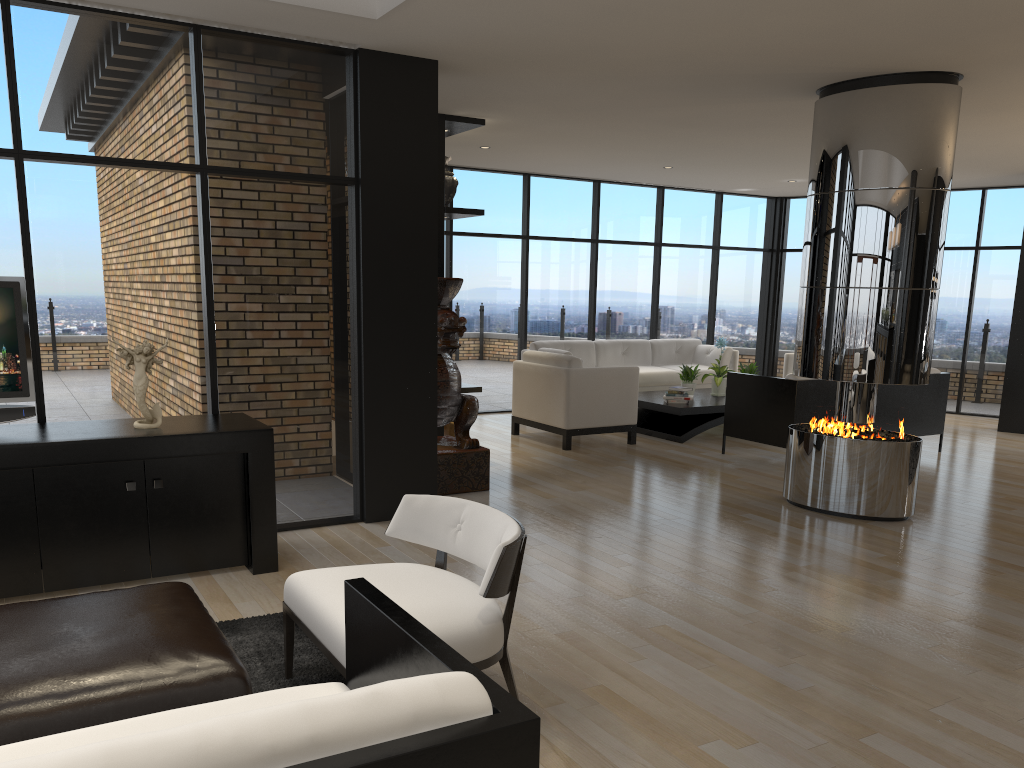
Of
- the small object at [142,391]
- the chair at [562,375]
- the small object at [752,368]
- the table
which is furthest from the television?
the small object at [752,368]

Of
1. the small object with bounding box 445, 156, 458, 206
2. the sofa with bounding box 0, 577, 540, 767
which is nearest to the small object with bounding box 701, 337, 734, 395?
the small object with bounding box 445, 156, 458, 206

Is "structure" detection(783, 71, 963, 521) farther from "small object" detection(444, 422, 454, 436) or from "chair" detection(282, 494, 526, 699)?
"chair" detection(282, 494, 526, 699)

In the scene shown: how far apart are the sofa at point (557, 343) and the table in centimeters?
63cm

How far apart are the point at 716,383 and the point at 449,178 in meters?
3.8

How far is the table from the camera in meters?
8.6

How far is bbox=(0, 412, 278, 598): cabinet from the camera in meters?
3.9 m

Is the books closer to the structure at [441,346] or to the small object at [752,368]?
the small object at [752,368]

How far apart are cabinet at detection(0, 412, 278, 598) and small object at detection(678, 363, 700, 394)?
5.6 meters

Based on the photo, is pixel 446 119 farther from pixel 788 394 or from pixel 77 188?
pixel 788 394
